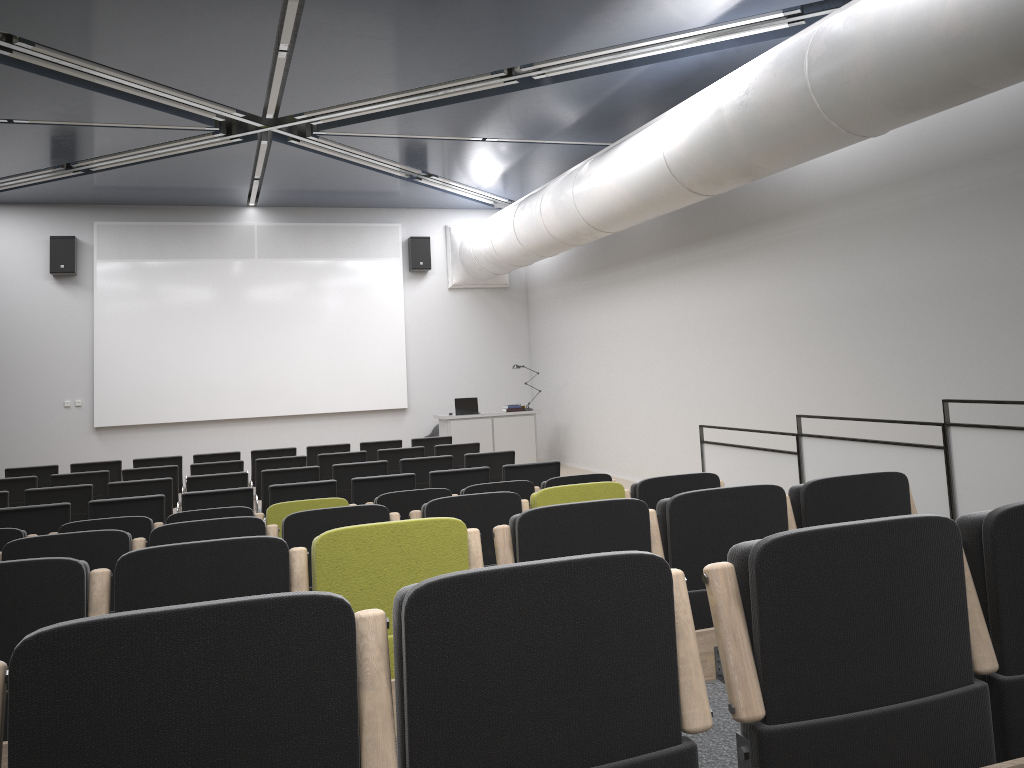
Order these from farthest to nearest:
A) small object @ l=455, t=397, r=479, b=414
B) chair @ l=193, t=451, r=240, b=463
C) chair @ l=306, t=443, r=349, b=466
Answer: small object @ l=455, t=397, r=479, b=414 < chair @ l=306, t=443, r=349, b=466 < chair @ l=193, t=451, r=240, b=463

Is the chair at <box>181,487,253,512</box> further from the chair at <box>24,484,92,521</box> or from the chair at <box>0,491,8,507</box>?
the chair at <box>0,491,8,507</box>

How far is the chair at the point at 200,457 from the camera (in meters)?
10.83

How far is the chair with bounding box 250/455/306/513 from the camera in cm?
982

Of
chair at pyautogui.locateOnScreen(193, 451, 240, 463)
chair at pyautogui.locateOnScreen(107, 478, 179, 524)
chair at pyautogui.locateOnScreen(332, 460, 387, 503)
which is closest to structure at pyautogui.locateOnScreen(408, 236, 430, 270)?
chair at pyautogui.locateOnScreen(193, 451, 240, 463)

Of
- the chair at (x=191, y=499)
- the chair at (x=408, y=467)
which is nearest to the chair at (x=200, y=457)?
the chair at (x=408, y=467)

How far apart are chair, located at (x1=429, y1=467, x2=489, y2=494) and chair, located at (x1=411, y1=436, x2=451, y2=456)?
3.88m

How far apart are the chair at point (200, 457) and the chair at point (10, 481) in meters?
2.0

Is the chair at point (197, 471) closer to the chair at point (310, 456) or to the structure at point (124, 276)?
the chair at point (310, 456)

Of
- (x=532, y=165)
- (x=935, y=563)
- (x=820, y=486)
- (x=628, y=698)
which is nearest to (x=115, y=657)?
(x=628, y=698)
